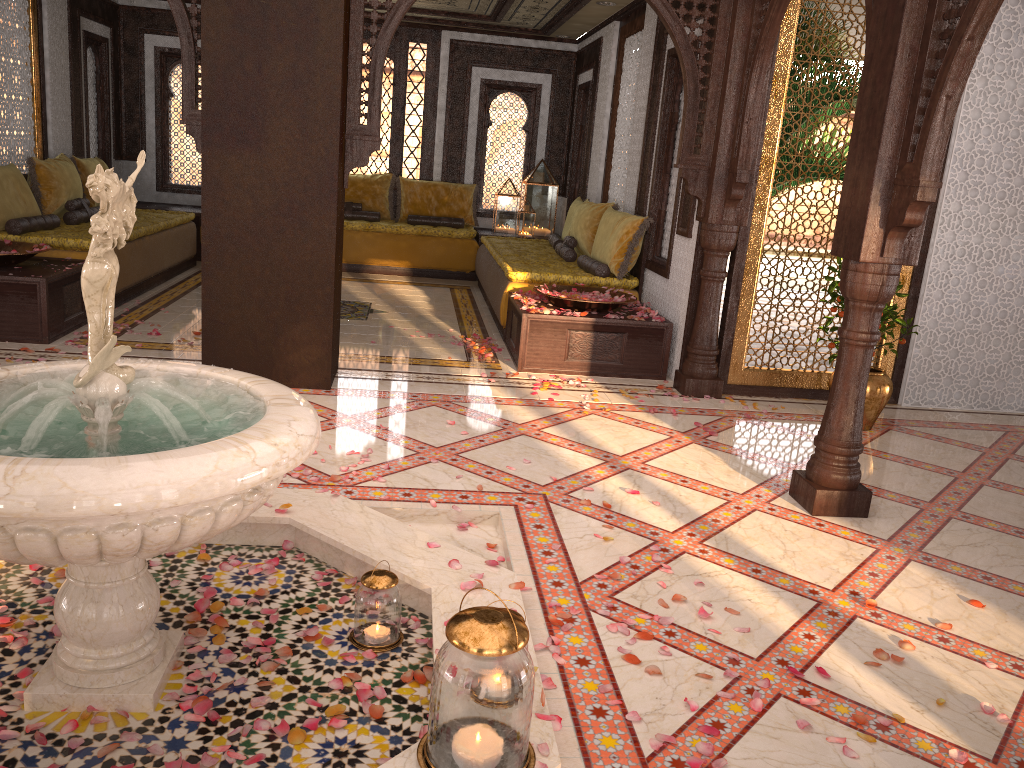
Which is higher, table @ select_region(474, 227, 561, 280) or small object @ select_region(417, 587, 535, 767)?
table @ select_region(474, 227, 561, 280)

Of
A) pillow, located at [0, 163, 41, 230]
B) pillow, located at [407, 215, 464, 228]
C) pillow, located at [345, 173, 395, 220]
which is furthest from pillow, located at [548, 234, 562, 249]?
pillow, located at [0, 163, 41, 230]

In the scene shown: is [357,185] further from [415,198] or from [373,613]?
[373,613]

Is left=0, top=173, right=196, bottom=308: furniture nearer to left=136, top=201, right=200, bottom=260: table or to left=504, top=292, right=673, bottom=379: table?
left=136, top=201, right=200, bottom=260: table

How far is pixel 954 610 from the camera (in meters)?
3.12

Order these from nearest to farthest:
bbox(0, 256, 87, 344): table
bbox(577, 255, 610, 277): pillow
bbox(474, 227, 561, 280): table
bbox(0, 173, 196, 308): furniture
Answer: bbox(0, 256, 87, 344): table, bbox(0, 173, 196, 308): furniture, bbox(577, 255, 610, 277): pillow, bbox(474, 227, 561, 280): table

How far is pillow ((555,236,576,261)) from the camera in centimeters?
797cm

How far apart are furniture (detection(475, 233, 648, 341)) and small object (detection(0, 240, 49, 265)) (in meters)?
3.28

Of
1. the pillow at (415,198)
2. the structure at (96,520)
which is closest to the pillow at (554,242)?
the pillow at (415,198)

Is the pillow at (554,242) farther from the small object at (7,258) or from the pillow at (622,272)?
the small object at (7,258)
